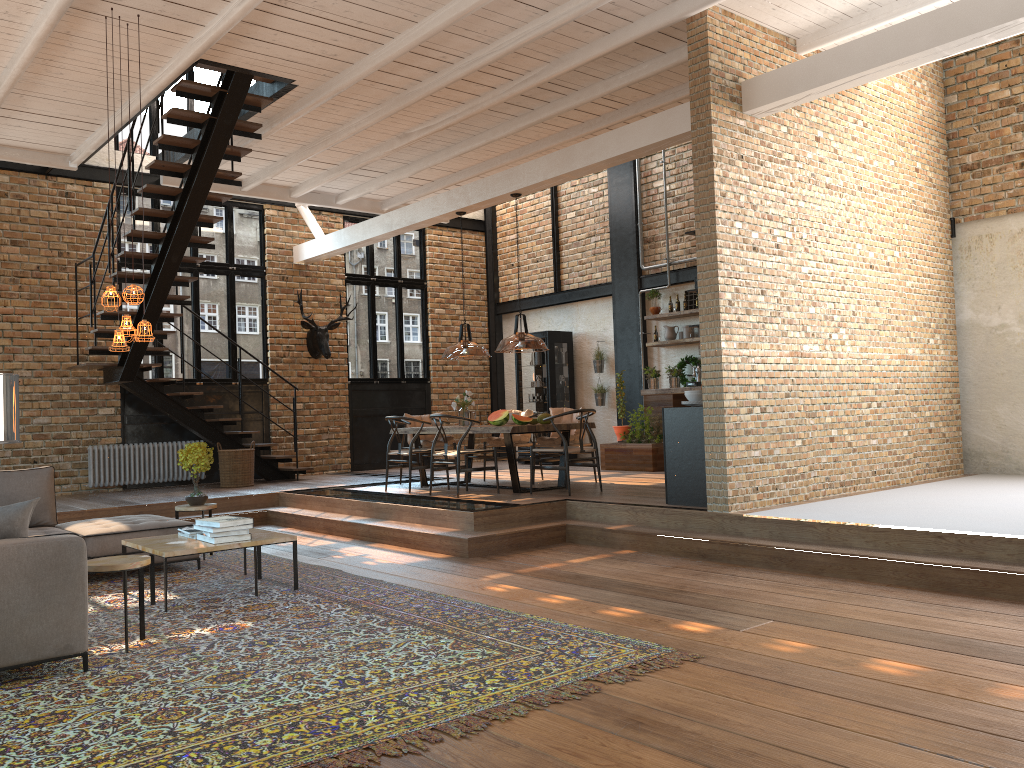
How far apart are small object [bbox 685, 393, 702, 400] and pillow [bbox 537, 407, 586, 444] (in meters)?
2.63

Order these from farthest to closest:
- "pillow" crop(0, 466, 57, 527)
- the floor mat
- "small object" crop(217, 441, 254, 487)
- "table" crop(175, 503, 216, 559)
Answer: "small object" crop(217, 441, 254, 487), "table" crop(175, 503, 216, 559), "pillow" crop(0, 466, 57, 527), the floor mat

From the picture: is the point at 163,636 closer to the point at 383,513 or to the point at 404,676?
the point at 404,676

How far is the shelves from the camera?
12.2m

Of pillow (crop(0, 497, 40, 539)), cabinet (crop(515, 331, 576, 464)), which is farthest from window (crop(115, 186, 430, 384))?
pillow (crop(0, 497, 40, 539))

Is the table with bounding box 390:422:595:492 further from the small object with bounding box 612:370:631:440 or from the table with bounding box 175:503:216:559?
the table with bounding box 175:503:216:559

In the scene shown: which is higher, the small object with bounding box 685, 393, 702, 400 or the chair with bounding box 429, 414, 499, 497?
the small object with bounding box 685, 393, 702, 400

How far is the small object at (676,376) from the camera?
12.27m

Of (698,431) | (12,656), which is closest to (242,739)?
(12,656)

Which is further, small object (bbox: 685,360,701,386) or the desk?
small object (bbox: 685,360,701,386)
